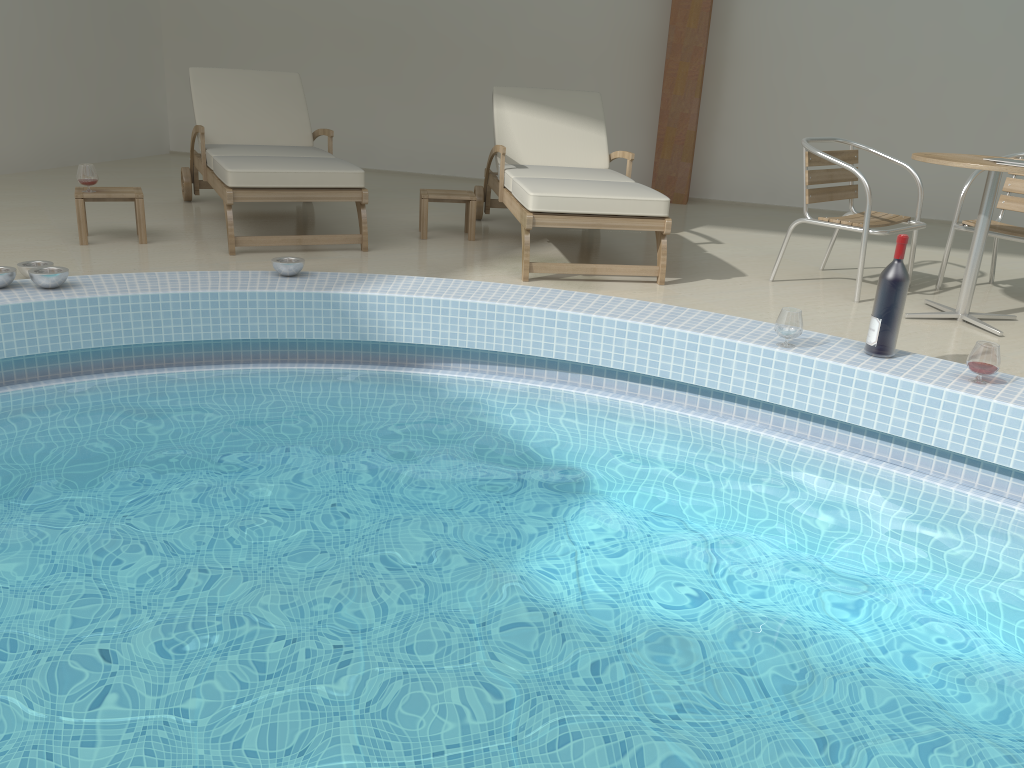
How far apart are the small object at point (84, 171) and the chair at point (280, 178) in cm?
59

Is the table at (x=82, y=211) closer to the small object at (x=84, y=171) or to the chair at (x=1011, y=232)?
the small object at (x=84, y=171)

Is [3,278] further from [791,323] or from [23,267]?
[791,323]

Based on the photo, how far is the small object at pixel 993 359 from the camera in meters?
2.9

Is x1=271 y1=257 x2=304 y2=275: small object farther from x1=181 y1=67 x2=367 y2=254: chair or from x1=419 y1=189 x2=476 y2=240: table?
x1=419 y1=189 x2=476 y2=240: table

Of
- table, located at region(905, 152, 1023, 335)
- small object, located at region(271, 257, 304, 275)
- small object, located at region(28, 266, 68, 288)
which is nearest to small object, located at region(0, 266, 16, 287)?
small object, located at region(28, 266, 68, 288)

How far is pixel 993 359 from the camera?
2.9 meters

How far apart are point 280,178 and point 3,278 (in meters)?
1.52

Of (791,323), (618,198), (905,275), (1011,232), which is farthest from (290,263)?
(1011,232)

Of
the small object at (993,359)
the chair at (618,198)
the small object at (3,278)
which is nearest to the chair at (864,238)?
the chair at (618,198)
